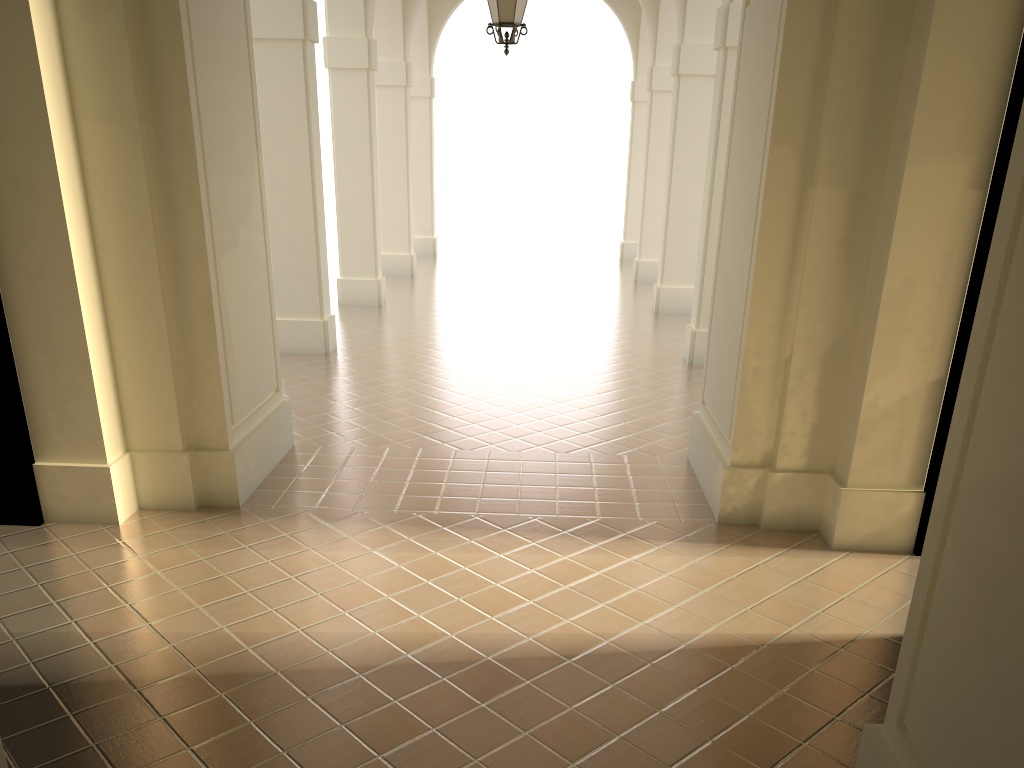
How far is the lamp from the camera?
8.6m

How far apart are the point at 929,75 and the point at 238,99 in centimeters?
477cm

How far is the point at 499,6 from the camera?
8.6 meters

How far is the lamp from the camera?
8.6 meters
